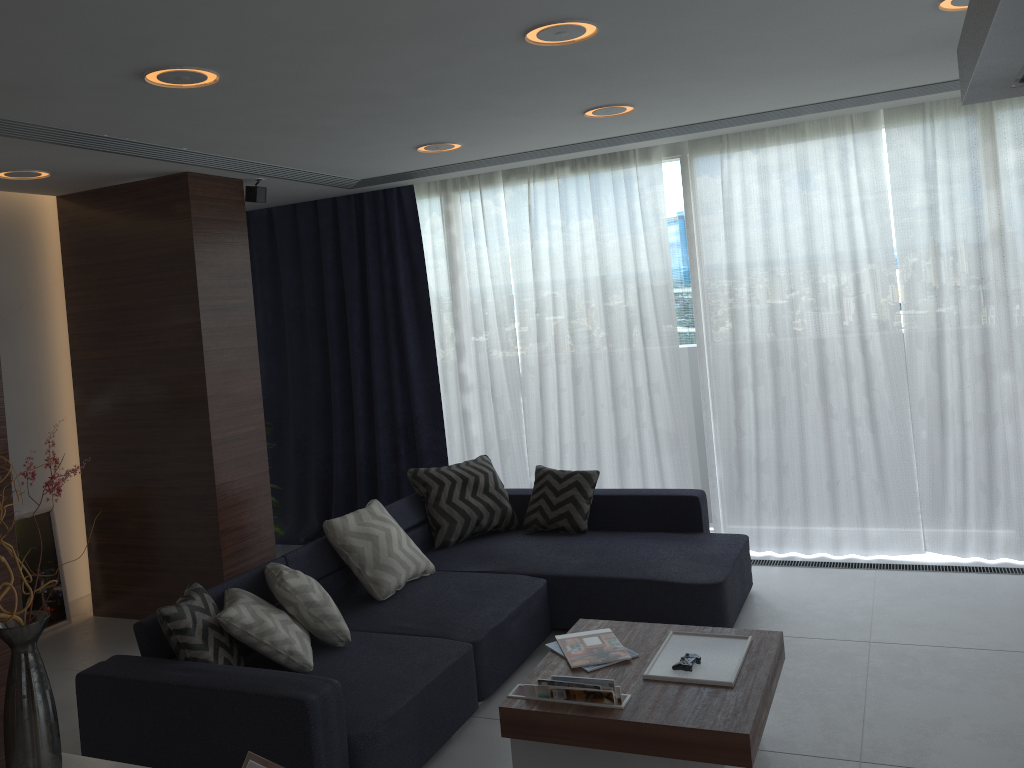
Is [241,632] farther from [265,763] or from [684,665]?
[684,665]

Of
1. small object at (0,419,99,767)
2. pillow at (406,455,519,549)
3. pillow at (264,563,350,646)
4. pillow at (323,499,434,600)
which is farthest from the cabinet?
pillow at (406,455,519,549)

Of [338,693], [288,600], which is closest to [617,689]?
[338,693]

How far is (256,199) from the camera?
5.3 meters

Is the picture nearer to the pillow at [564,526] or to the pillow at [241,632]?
the pillow at [241,632]

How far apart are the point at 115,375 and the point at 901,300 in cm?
457

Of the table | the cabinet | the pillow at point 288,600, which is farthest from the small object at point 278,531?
the cabinet

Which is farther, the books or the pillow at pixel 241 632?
the pillow at pixel 241 632

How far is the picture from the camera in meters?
5.2

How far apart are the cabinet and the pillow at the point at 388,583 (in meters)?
2.28
